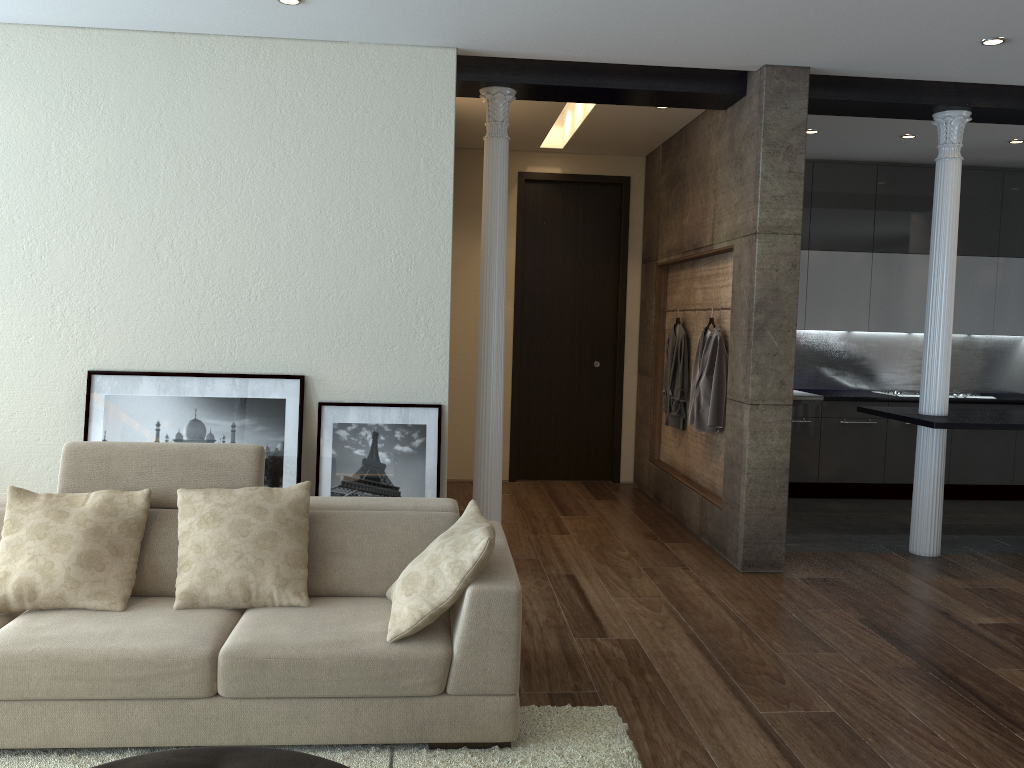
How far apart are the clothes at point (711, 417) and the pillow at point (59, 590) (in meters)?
3.67

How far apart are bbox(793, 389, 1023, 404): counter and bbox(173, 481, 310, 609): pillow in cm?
524

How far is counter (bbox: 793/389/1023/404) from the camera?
7.6 meters

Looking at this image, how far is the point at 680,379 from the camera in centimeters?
683cm

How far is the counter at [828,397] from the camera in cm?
764

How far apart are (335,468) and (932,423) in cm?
359

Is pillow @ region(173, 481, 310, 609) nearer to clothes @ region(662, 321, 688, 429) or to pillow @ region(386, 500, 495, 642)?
pillow @ region(386, 500, 495, 642)

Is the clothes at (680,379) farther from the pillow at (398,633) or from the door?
the pillow at (398,633)

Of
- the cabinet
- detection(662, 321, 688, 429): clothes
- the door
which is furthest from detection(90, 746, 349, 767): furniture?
the cabinet

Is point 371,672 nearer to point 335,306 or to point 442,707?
point 442,707
